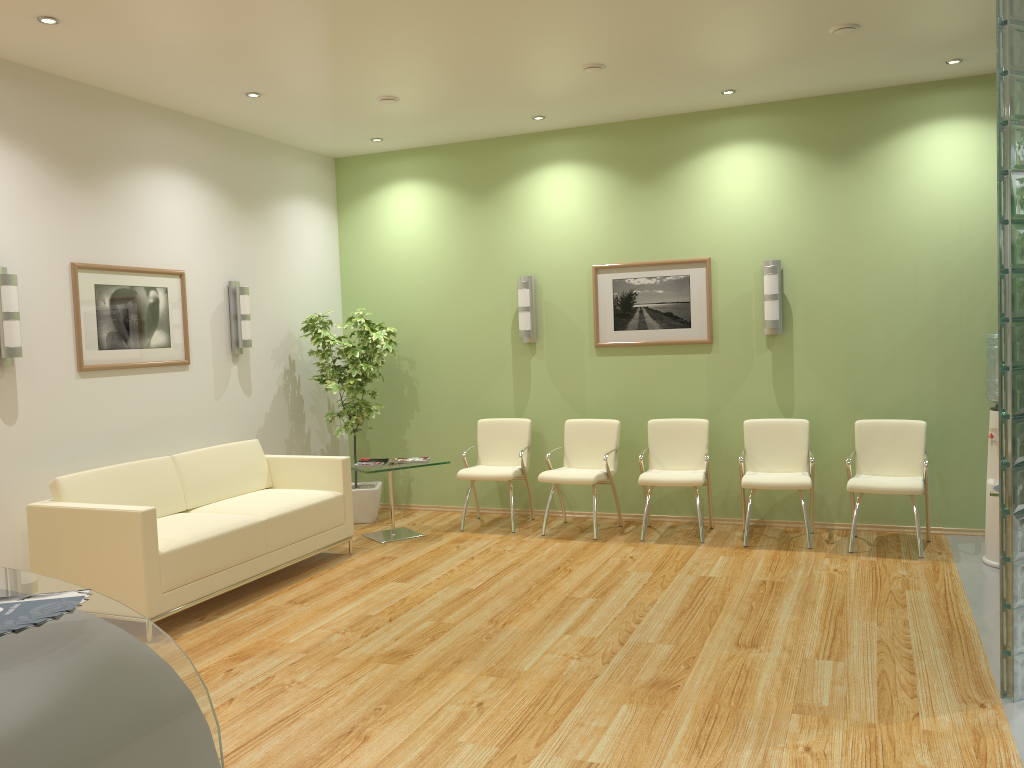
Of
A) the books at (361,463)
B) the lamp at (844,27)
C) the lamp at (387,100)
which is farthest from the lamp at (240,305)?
the lamp at (844,27)

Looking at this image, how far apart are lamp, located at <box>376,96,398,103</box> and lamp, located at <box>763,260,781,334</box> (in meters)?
3.09

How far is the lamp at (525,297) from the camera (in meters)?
7.65

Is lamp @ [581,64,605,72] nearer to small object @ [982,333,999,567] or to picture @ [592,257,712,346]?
picture @ [592,257,712,346]

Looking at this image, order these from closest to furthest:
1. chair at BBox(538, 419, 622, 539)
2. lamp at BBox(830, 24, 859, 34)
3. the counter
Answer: the counter
lamp at BBox(830, 24, 859, 34)
chair at BBox(538, 419, 622, 539)

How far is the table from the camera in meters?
6.9

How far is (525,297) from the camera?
7.7 meters

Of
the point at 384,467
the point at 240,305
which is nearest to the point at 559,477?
the point at 384,467

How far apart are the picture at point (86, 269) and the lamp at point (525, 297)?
2.7m

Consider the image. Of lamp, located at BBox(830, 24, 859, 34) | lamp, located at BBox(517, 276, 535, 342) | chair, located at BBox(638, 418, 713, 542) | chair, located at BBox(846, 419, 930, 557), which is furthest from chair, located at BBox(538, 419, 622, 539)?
lamp, located at BBox(830, 24, 859, 34)
